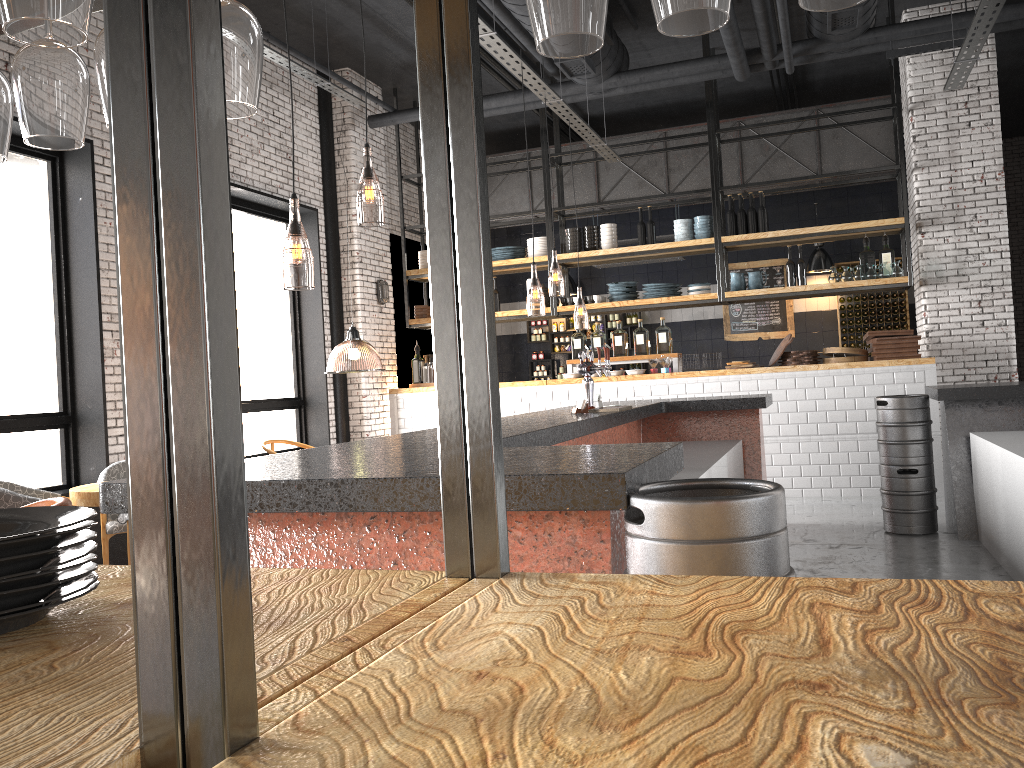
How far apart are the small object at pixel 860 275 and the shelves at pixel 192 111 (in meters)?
8.77

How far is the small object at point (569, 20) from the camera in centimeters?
96cm

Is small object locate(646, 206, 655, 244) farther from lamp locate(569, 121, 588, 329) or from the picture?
the picture

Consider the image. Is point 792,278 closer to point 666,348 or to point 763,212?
point 763,212

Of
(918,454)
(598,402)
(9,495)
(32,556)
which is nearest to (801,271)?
(918,454)

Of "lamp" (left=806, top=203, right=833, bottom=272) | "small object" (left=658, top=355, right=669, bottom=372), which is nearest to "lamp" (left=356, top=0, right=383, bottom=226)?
"small object" (left=658, top=355, right=669, bottom=372)

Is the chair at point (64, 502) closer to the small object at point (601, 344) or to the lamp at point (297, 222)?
the lamp at point (297, 222)

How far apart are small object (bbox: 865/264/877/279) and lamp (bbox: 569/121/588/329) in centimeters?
339cm

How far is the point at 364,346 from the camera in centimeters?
1296cm

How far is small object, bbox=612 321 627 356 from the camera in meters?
9.9 m
